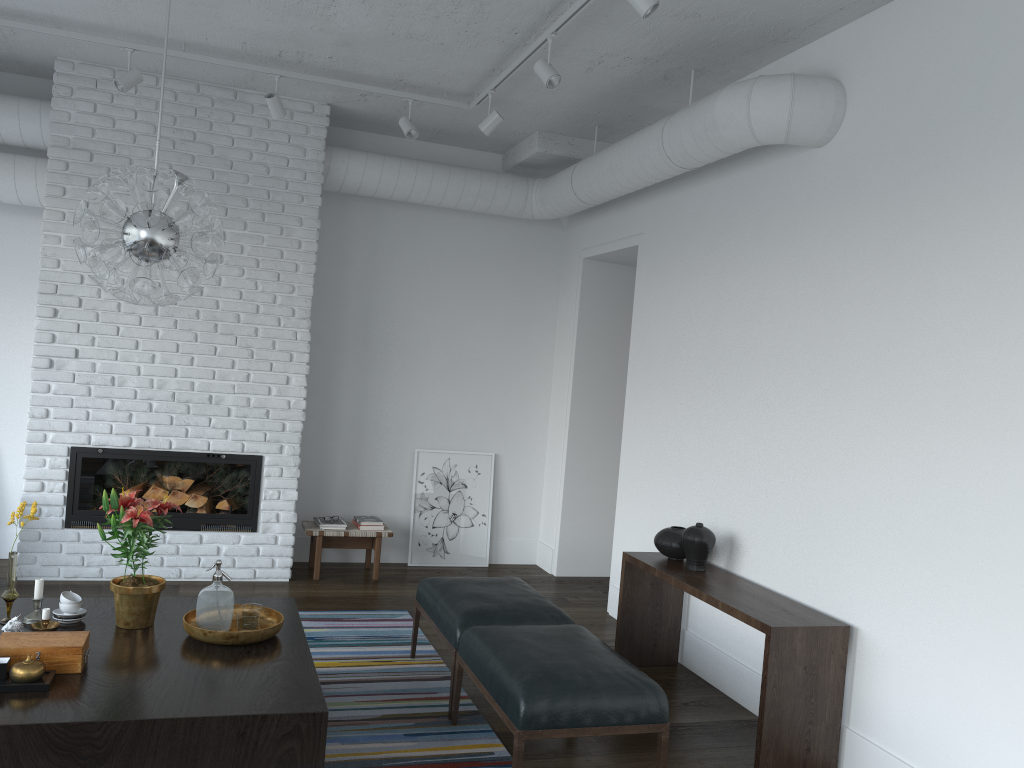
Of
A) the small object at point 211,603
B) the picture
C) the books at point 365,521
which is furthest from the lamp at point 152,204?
the picture

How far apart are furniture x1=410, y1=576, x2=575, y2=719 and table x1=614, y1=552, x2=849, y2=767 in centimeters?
56cm

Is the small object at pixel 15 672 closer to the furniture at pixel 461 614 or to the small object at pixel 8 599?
the small object at pixel 8 599

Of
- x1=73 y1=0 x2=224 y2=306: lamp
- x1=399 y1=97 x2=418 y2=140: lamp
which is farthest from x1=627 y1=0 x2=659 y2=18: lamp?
x1=399 y1=97 x2=418 y2=140: lamp

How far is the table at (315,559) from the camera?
6.1m

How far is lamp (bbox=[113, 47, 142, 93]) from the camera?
4.9m

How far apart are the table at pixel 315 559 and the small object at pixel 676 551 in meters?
2.3

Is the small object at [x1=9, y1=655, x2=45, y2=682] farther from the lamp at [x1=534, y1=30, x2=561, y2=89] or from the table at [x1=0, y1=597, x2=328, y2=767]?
the lamp at [x1=534, y1=30, x2=561, y2=89]

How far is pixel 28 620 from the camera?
3.4m

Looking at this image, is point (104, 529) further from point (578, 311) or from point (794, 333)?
point (794, 333)
